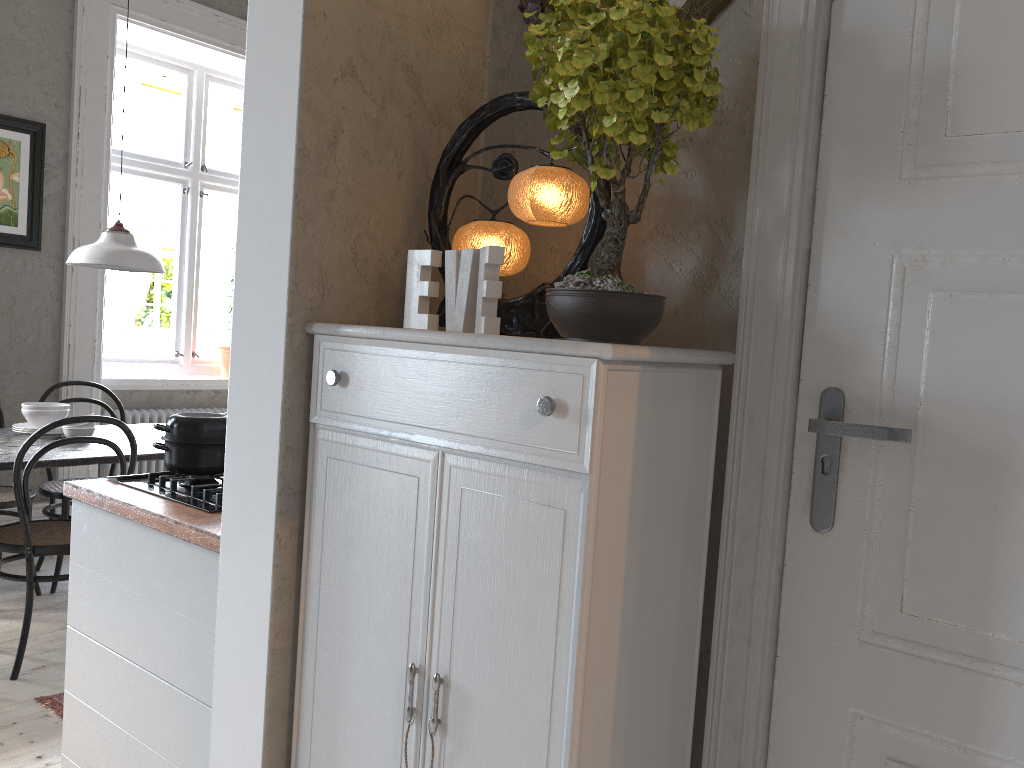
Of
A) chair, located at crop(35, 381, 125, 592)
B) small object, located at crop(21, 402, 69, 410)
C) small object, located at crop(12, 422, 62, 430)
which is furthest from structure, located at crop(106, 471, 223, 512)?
chair, located at crop(35, 381, 125, 592)

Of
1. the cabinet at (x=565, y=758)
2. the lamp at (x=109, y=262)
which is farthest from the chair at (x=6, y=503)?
the cabinet at (x=565, y=758)

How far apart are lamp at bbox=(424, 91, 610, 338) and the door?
0.3 meters

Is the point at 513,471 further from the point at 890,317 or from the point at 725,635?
the point at 890,317

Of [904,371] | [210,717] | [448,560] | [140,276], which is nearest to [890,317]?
[904,371]

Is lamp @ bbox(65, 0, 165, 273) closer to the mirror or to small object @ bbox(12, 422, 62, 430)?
small object @ bbox(12, 422, 62, 430)

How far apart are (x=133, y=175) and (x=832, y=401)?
4.8m

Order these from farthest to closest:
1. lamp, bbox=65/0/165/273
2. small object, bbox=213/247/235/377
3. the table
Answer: small object, bbox=213/247/235/377 < lamp, bbox=65/0/165/273 < the table

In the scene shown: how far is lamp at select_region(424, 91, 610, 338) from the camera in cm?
151

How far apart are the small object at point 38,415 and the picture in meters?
1.1 m
